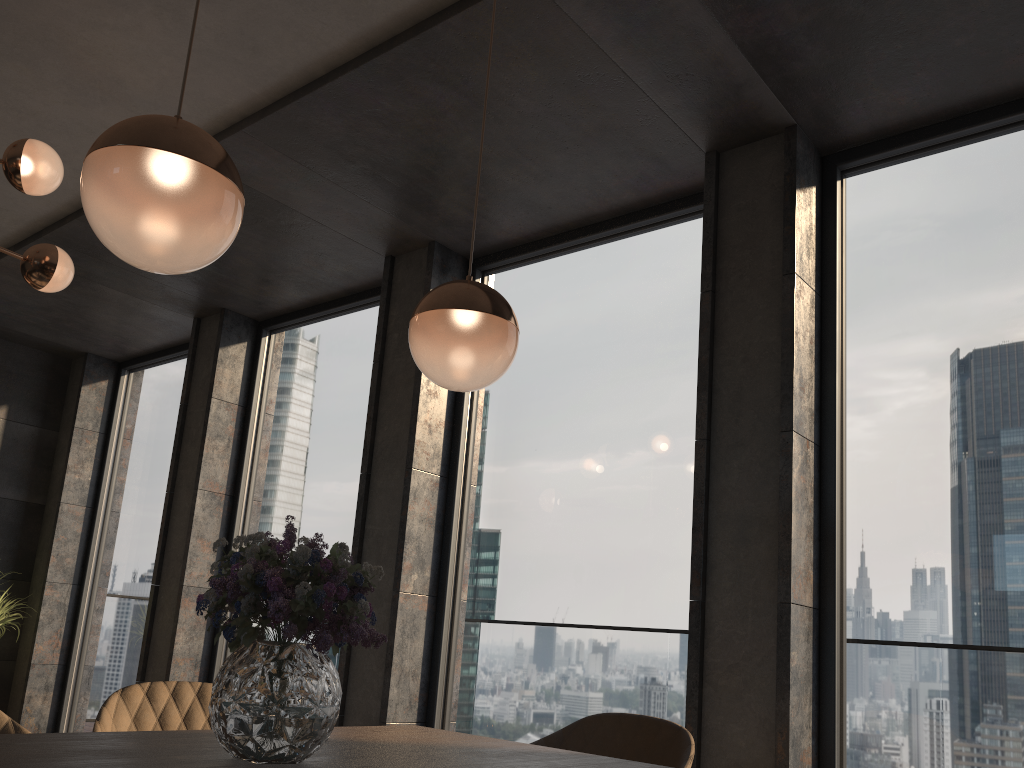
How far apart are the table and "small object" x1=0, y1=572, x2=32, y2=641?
5.0m

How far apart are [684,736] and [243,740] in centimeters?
119cm

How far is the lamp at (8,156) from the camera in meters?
3.1

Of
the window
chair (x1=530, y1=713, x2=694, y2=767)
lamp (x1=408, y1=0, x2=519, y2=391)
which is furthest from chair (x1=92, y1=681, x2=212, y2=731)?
the window

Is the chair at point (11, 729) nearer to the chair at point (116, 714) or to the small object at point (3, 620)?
the chair at point (116, 714)

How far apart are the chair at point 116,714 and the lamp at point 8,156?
1.9 meters

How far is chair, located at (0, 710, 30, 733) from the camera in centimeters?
180cm

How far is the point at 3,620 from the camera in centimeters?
593cm

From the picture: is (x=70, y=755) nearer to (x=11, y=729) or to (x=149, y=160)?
(x=11, y=729)

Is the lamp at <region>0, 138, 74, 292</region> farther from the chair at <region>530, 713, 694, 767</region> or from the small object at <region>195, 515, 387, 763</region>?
the chair at <region>530, 713, 694, 767</region>
